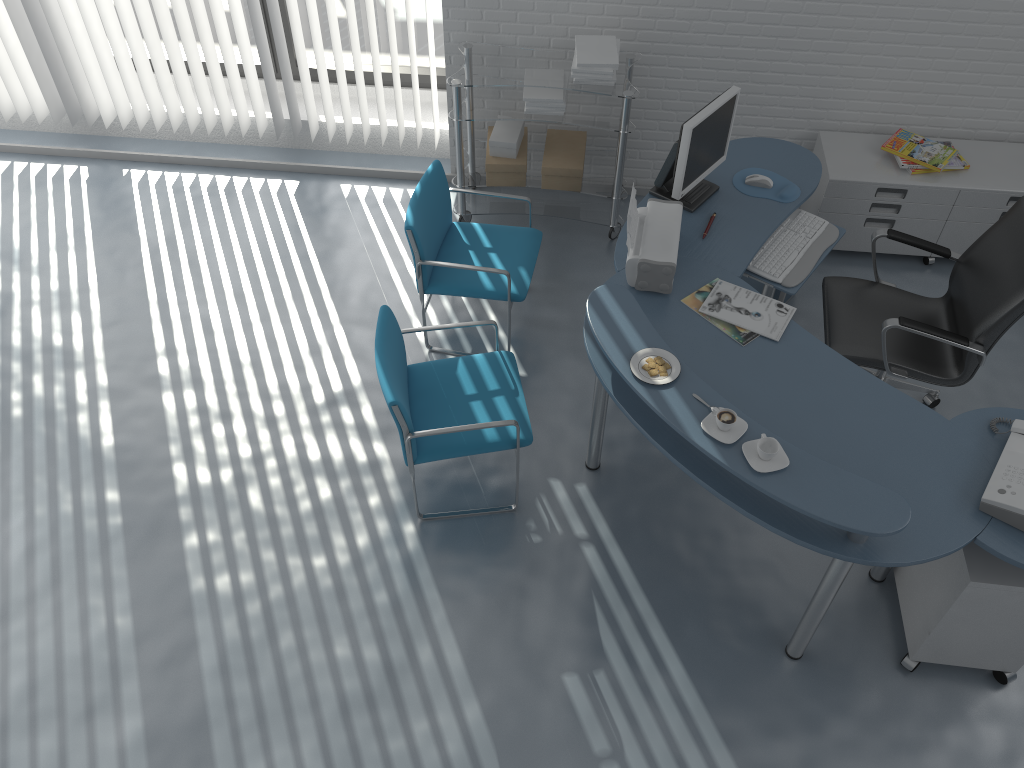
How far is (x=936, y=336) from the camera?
3.3 meters

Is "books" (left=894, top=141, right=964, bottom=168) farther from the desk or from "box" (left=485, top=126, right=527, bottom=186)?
"box" (left=485, top=126, right=527, bottom=186)

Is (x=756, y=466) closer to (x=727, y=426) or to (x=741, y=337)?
(x=727, y=426)

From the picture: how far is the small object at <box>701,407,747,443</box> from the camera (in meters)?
2.62

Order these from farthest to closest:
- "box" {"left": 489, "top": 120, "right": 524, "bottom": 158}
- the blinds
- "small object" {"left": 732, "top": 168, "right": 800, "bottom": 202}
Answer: the blinds, "box" {"left": 489, "top": 120, "right": 524, "bottom": 158}, "small object" {"left": 732, "top": 168, "right": 800, "bottom": 202}

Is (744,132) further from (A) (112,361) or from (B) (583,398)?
(A) (112,361)

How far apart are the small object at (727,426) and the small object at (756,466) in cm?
7

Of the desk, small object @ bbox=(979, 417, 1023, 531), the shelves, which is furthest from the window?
small object @ bbox=(979, 417, 1023, 531)

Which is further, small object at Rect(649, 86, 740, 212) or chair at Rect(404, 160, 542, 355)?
chair at Rect(404, 160, 542, 355)

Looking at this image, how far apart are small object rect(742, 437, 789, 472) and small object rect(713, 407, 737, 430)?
0.07m
